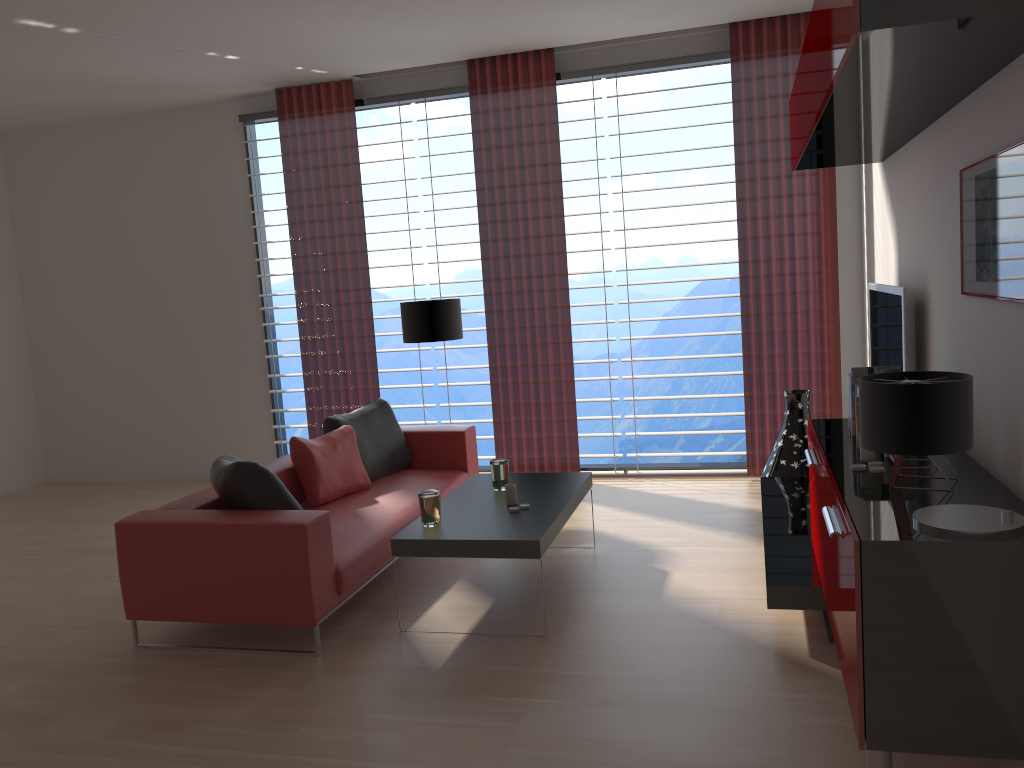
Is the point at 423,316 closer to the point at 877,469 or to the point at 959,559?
the point at 877,469

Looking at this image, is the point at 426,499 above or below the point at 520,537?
above

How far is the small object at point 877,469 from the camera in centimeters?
401cm

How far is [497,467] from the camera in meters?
6.3

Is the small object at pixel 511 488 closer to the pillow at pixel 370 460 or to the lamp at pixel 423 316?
the pillow at pixel 370 460

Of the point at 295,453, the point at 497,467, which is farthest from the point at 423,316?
the point at 497,467

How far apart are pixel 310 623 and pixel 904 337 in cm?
391

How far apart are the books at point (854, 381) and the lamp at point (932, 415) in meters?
1.6

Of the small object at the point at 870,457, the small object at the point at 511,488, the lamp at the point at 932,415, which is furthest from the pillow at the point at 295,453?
the lamp at the point at 932,415

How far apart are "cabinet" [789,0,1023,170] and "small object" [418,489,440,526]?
3.0 meters
